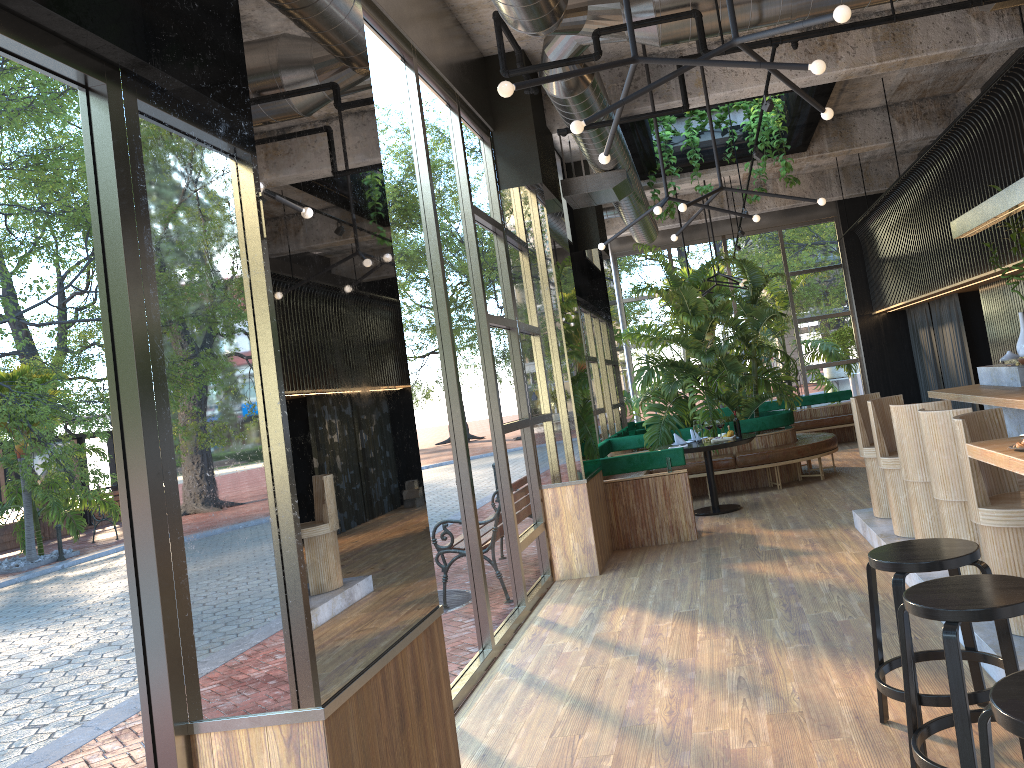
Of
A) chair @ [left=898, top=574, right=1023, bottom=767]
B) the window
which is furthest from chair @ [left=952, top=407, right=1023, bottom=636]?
the window

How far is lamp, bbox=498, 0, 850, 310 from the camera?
3.1 meters

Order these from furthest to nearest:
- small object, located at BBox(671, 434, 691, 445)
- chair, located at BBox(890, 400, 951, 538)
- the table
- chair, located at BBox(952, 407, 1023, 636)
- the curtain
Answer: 1. the curtain
2. small object, located at BBox(671, 434, 691, 445)
3. the table
4. chair, located at BBox(890, 400, 951, 538)
5. chair, located at BBox(952, 407, 1023, 636)

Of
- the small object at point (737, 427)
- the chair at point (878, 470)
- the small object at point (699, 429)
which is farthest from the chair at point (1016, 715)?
the small object at point (699, 429)

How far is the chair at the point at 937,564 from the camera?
3.3m

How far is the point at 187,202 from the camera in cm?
245

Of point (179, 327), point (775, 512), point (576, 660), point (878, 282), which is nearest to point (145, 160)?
point (179, 327)

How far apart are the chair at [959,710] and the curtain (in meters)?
9.15

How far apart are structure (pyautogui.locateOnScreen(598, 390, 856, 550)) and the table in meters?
0.5 m

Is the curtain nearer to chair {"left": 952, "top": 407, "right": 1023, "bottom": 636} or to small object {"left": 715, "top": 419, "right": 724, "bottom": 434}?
small object {"left": 715, "top": 419, "right": 724, "bottom": 434}
